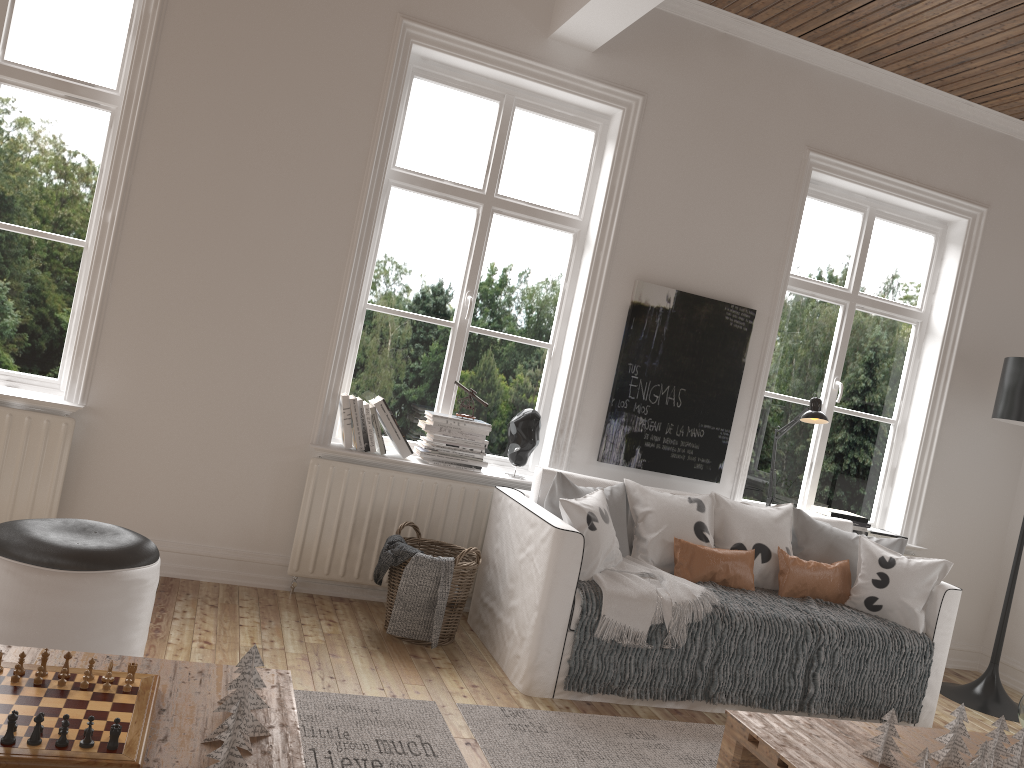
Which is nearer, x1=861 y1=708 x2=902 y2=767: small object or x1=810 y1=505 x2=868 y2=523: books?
x1=861 y1=708 x2=902 y2=767: small object

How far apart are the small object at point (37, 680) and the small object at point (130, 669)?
0.18m

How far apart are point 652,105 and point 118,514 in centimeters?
308cm

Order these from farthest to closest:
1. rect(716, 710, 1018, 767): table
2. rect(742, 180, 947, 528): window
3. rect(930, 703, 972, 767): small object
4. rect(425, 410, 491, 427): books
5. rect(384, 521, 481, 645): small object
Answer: rect(742, 180, 947, 528): window, rect(425, 410, 491, 427): books, rect(384, 521, 481, 645): small object, rect(930, 703, 972, 767): small object, rect(716, 710, 1018, 767): table

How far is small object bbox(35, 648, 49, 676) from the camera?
1.9m

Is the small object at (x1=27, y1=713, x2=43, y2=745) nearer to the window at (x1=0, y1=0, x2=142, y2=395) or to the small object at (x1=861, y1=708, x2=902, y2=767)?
the small object at (x1=861, y1=708, x2=902, y2=767)

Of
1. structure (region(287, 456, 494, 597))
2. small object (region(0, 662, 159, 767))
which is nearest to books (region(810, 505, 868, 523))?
structure (region(287, 456, 494, 597))

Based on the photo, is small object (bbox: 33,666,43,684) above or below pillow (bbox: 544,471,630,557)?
below

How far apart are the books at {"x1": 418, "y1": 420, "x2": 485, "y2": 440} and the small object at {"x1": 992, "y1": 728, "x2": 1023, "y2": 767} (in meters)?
2.53

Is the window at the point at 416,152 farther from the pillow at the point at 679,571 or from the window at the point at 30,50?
the window at the point at 30,50
